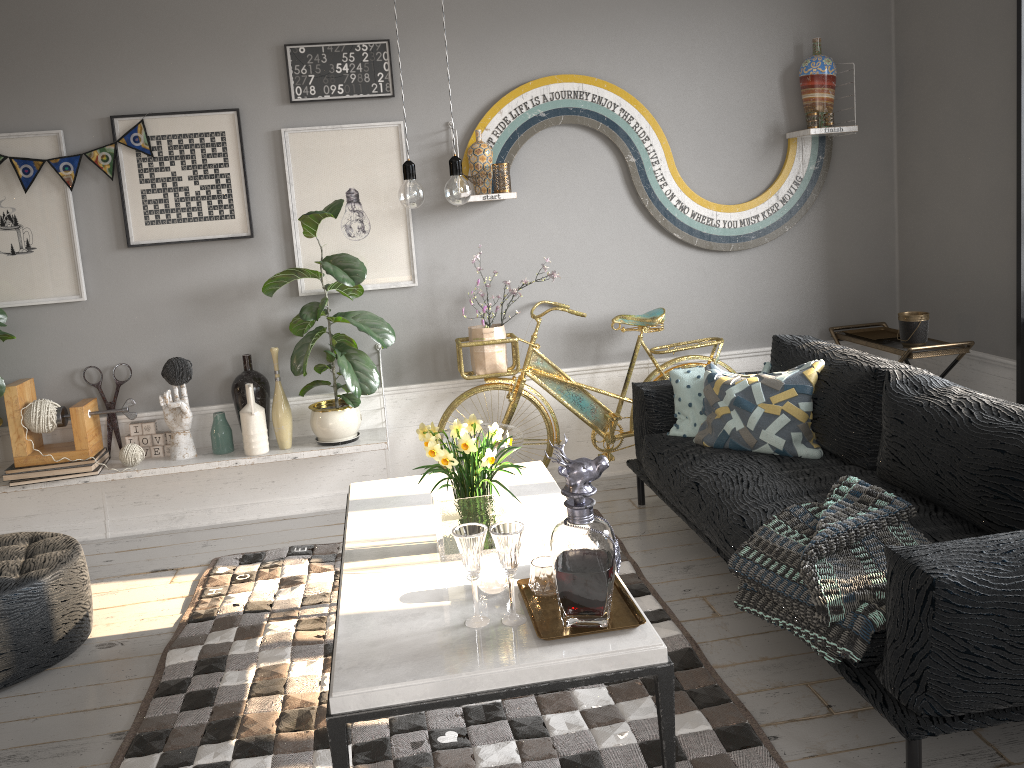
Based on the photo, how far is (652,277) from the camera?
4.6m

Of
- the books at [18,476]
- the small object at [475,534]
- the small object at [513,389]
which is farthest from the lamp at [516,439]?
the small object at [475,534]

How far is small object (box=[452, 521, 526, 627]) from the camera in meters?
2.0

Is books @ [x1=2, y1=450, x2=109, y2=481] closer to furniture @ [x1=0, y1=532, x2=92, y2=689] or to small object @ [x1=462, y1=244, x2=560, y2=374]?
furniture @ [x1=0, y1=532, x2=92, y2=689]

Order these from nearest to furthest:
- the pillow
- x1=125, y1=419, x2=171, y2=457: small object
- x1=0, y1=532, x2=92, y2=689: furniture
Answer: x1=0, y1=532, x2=92, y2=689: furniture
the pillow
x1=125, y1=419, x2=171, y2=457: small object

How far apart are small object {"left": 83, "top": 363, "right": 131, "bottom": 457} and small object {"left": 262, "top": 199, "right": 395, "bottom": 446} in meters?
0.9

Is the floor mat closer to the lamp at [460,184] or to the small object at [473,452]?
the small object at [473,452]

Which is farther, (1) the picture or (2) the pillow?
(1) the picture

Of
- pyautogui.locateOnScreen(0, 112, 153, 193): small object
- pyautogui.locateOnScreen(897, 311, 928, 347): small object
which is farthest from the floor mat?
pyautogui.locateOnScreen(0, 112, 153, 193): small object

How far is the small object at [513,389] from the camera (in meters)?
4.32
